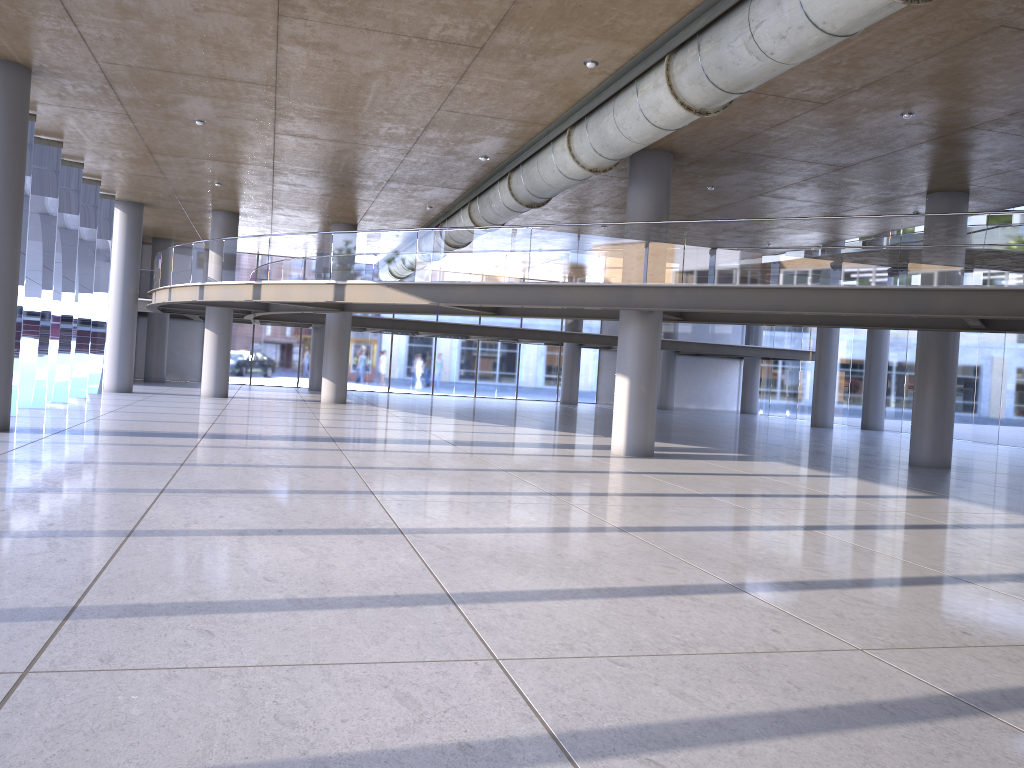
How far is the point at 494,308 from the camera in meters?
19.8 m

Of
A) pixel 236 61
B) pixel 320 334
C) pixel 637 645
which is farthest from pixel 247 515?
pixel 320 334

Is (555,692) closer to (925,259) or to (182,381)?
(925,259)
